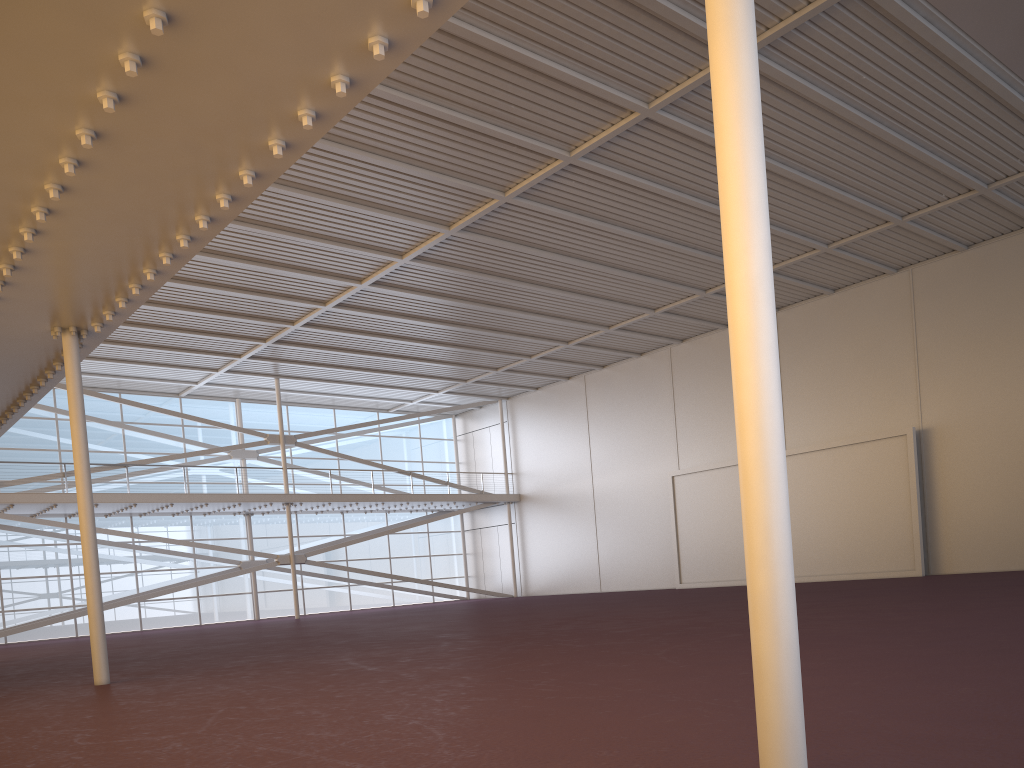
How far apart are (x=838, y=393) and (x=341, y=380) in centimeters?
2081cm
